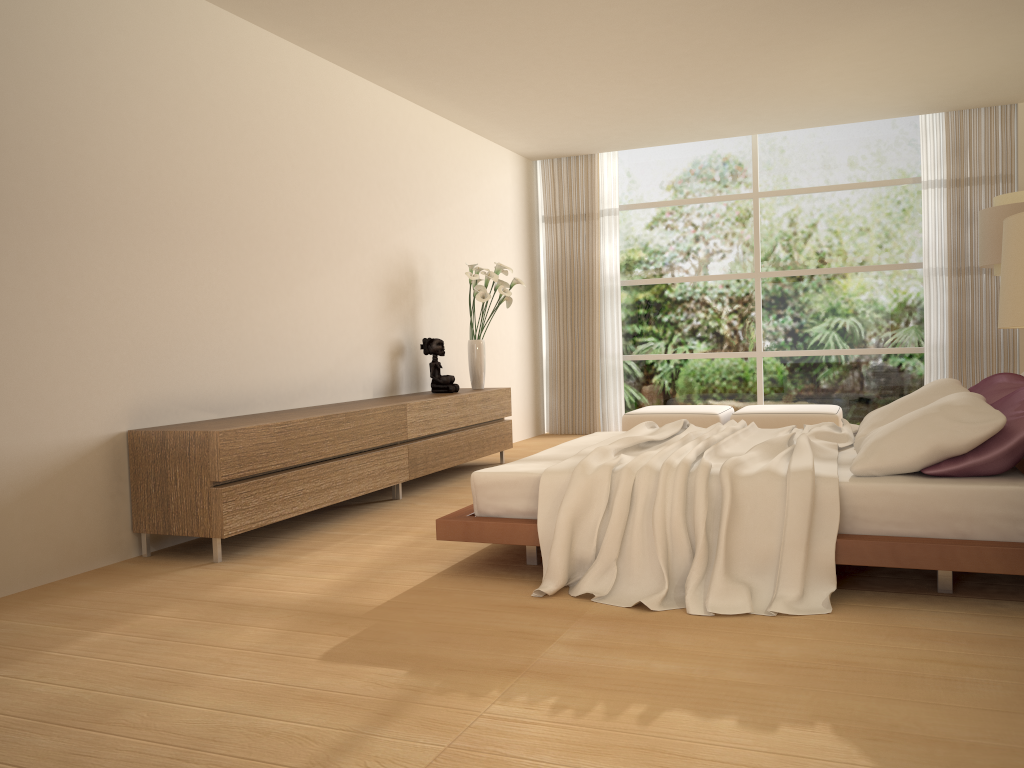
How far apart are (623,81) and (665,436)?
3.4m

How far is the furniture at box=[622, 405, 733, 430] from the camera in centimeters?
831cm

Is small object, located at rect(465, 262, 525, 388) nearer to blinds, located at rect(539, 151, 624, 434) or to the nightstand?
blinds, located at rect(539, 151, 624, 434)

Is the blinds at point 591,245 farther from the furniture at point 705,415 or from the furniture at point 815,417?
the furniture at point 815,417

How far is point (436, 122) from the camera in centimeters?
782cm

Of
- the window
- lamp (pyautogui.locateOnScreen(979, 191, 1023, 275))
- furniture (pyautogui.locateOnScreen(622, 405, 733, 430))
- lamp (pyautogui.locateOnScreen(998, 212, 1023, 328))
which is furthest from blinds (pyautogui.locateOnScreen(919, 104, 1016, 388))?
lamp (pyautogui.locateOnScreen(998, 212, 1023, 328))

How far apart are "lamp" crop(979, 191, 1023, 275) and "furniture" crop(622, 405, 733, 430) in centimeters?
258cm

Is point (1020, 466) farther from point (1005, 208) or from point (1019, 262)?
point (1019, 262)

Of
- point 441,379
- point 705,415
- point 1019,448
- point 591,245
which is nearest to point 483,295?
point 441,379

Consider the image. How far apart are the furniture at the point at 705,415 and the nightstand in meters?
3.3
